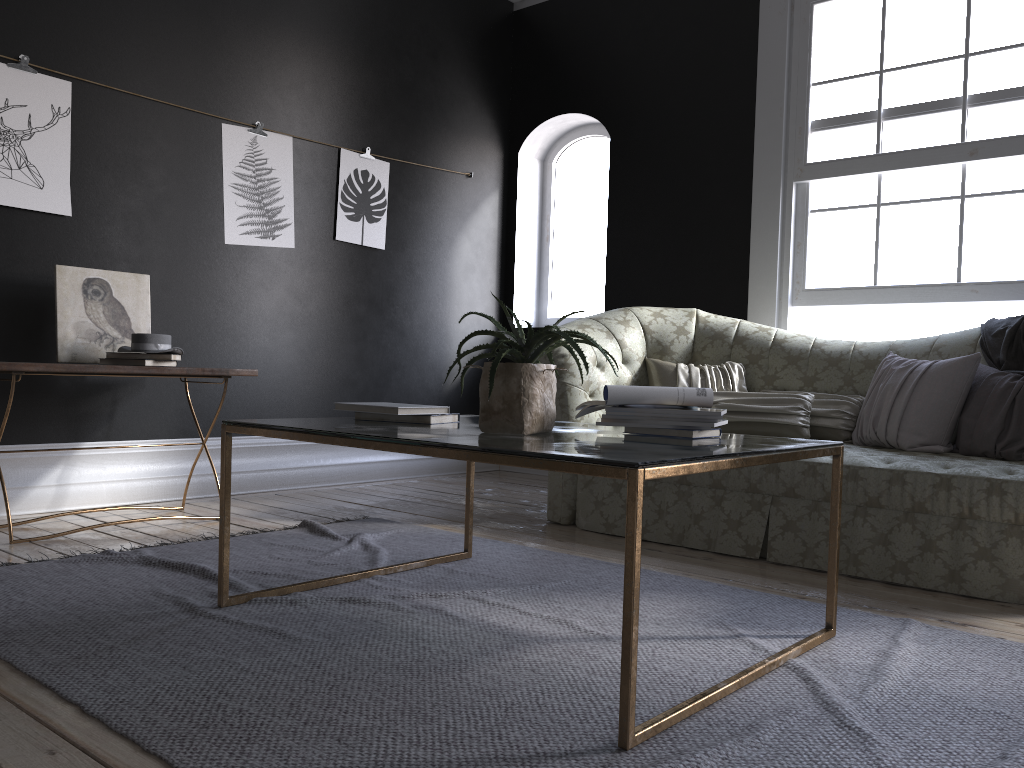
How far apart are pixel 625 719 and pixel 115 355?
3.08m

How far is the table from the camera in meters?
1.7 m

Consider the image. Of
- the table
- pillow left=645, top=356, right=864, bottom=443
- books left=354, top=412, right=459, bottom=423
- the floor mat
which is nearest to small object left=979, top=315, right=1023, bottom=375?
pillow left=645, top=356, right=864, bottom=443

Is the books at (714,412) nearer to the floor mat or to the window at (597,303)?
the floor mat

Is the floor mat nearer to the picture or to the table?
the table

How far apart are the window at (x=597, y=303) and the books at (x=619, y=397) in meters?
4.0

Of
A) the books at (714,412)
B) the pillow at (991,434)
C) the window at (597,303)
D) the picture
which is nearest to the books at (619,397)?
the books at (714,412)

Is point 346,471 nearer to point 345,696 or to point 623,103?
point 623,103

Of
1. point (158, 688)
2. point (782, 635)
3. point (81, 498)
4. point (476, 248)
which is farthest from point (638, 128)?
point (158, 688)

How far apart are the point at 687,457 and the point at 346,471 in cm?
402
